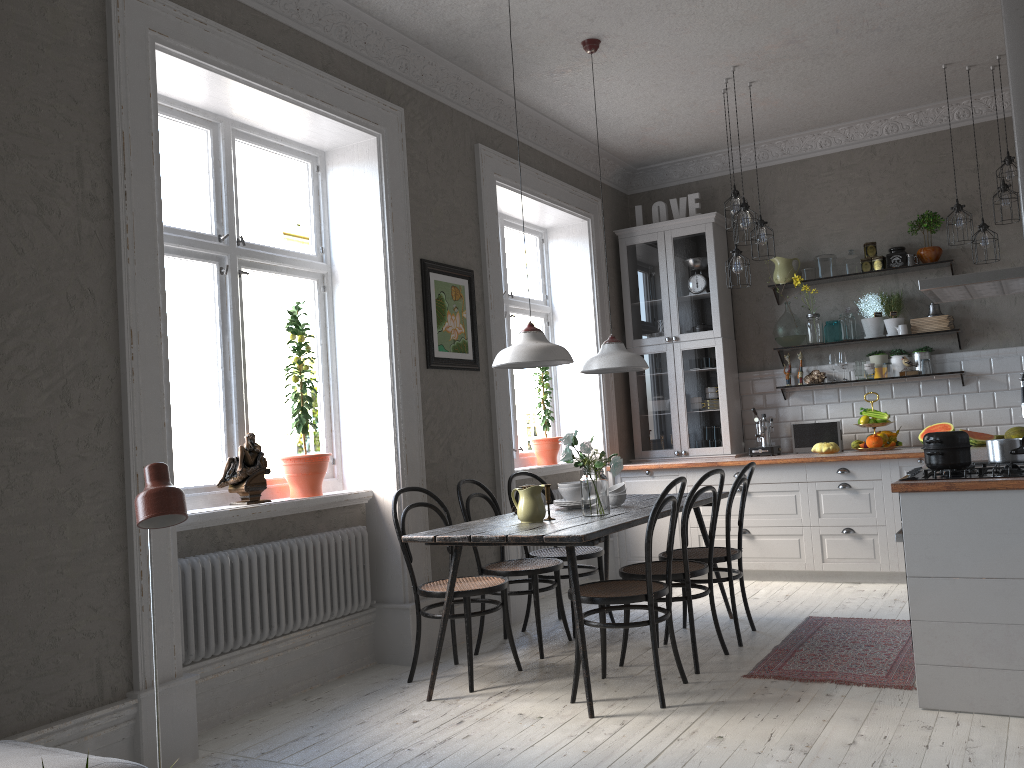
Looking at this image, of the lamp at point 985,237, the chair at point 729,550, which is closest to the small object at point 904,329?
the lamp at point 985,237

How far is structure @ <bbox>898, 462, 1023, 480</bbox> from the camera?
3.34m

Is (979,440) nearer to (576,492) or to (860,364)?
(860,364)

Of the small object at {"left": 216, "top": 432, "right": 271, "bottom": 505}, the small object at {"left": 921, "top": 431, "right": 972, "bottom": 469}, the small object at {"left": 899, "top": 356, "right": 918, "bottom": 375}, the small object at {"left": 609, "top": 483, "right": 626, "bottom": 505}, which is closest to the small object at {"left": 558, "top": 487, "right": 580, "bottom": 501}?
the small object at {"left": 609, "top": 483, "right": 626, "bottom": 505}

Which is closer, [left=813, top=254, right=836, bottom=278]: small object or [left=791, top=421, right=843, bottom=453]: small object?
[left=791, top=421, right=843, bottom=453]: small object

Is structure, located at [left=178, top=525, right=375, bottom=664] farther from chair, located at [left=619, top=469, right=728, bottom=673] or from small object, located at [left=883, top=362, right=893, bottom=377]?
small object, located at [left=883, top=362, right=893, bottom=377]

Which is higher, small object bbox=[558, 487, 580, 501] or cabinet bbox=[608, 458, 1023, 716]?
small object bbox=[558, 487, 580, 501]

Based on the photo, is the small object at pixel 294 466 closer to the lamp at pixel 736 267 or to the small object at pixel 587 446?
the small object at pixel 587 446

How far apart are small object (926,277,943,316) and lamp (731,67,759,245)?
1.9m

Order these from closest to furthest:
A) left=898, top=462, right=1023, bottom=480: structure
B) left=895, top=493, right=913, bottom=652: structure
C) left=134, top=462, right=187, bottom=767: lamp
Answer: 1. left=134, top=462, right=187, bottom=767: lamp
2. left=898, top=462, right=1023, bottom=480: structure
3. left=895, top=493, right=913, bottom=652: structure
